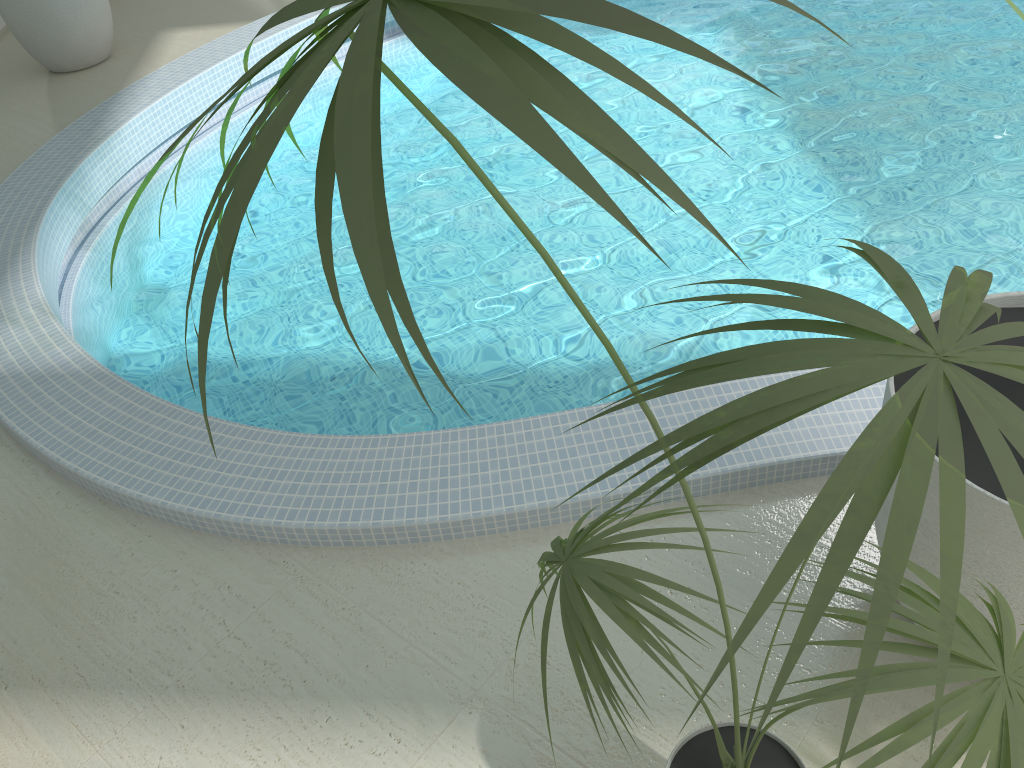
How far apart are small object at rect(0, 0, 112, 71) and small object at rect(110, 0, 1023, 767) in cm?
531

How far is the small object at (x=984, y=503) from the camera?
1.5 meters

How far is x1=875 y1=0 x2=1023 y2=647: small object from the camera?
1.48m

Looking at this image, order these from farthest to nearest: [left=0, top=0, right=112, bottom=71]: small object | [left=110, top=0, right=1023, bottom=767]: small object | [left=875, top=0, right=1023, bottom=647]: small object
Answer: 1. [left=0, top=0, right=112, bottom=71]: small object
2. [left=875, top=0, right=1023, bottom=647]: small object
3. [left=110, top=0, right=1023, bottom=767]: small object

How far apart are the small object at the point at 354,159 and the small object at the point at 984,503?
0.3 meters

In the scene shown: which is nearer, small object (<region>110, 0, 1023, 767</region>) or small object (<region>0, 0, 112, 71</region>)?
small object (<region>110, 0, 1023, 767</region>)

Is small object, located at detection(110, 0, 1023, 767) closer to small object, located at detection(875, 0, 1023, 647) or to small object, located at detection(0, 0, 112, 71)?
small object, located at detection(875, 0, 1023, 647)

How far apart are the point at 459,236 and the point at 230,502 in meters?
2.0

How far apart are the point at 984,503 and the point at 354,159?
1.36m

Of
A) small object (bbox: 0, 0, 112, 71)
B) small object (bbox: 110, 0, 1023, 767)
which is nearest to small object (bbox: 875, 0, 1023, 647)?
small object (bbox: 110, 0, 1023, 767)
